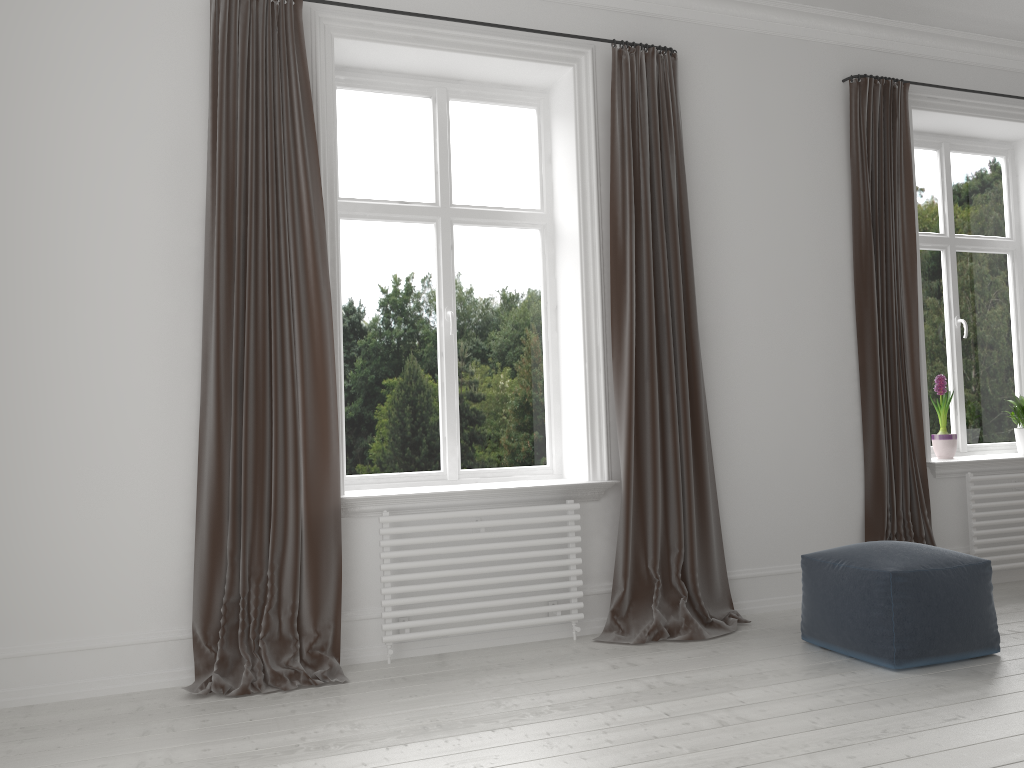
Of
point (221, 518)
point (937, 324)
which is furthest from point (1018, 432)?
point (221, 518)

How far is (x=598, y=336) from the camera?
4.1 meters

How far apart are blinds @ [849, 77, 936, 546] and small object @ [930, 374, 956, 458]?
0.4 meters

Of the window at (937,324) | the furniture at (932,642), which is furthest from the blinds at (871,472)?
the furniture at (932,642)

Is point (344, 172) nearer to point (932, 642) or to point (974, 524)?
point (932, 642)

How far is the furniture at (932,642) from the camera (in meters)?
3.23

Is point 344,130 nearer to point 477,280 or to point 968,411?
point 477,280

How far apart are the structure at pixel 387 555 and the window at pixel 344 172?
0.4m

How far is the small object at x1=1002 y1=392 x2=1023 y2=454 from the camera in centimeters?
514cm

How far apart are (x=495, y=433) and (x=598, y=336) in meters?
0.7 m
